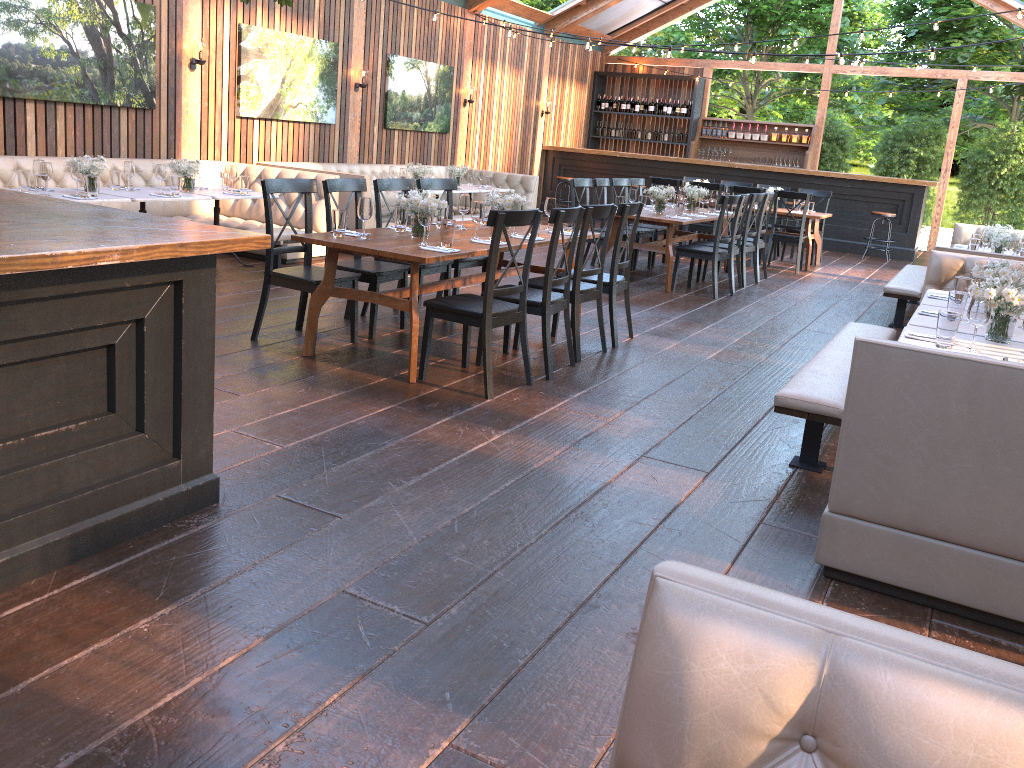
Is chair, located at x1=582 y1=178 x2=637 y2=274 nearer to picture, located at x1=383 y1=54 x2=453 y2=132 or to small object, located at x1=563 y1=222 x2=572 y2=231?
small object, located at x1=563 y1=222 x2=572 y2=231

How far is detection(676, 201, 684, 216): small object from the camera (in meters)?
9.04

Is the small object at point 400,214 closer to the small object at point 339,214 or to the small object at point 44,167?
the small object at point 339,214

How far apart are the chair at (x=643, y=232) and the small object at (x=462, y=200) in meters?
4.4

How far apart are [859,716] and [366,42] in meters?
11.7

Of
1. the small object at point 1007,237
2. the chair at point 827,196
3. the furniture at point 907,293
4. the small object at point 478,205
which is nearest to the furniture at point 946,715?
the small object at point 478,205

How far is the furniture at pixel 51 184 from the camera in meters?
7.7 m

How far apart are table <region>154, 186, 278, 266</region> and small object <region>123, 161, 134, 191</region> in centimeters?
65cm

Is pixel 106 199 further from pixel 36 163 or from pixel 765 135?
pixel 765 135

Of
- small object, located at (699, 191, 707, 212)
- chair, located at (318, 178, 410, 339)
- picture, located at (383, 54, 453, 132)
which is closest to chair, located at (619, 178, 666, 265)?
small object, located at (699, 191, 707, 212)
